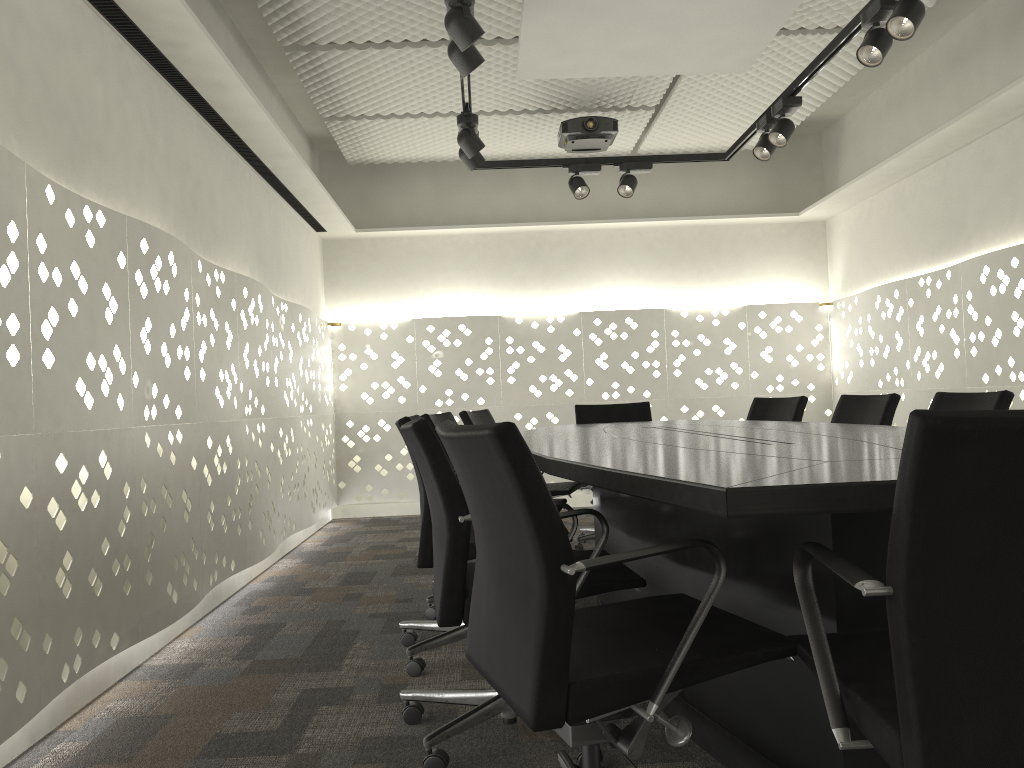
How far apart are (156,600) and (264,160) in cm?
236

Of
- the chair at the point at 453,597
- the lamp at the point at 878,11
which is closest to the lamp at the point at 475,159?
the lamp at the point at 878,11

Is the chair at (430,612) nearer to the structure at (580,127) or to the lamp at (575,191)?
the lamp at (575,191)

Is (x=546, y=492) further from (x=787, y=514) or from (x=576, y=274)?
(x=576, y=274)

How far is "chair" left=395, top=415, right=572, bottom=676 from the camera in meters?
2.6

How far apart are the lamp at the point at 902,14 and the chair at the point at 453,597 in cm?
194

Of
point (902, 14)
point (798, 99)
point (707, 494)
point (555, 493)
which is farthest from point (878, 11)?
point (707, 494)

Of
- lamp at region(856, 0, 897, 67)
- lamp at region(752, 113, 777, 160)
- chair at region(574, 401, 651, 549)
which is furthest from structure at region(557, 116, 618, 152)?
lamp at region(856, 0, 897, 67)

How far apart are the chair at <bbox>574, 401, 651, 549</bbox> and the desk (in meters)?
0.76

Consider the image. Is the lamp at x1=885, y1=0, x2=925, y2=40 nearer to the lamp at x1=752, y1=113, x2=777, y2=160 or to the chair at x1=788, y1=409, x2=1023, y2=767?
the lamp at x1=752, y1=113, x2=777, y2=160
